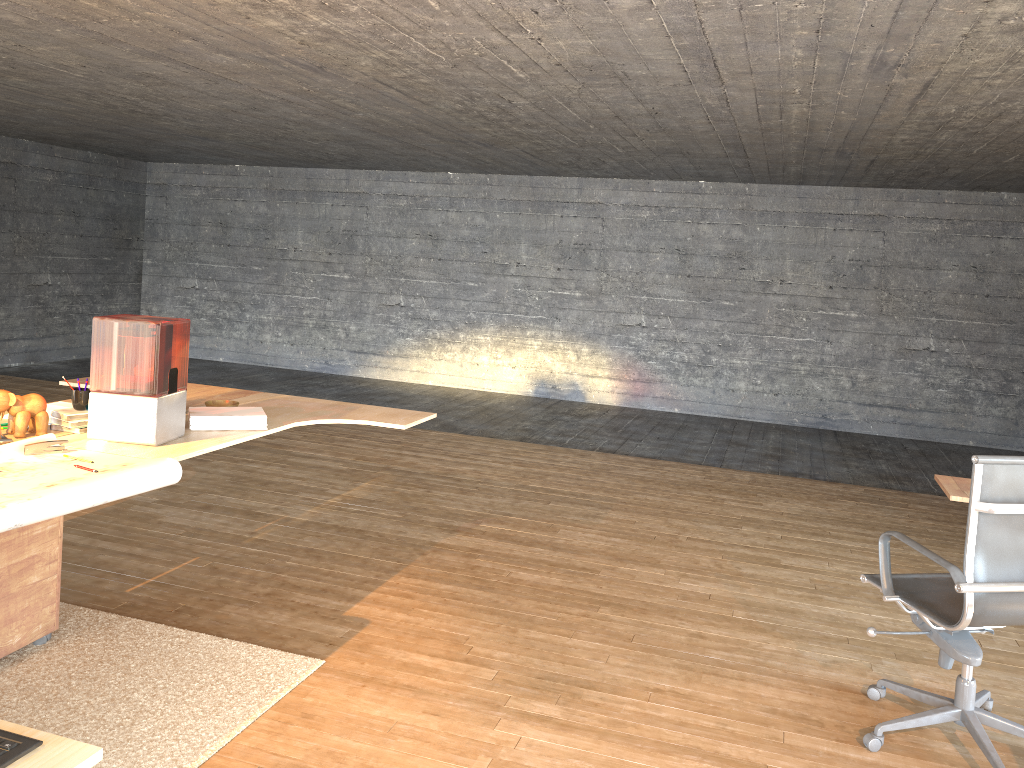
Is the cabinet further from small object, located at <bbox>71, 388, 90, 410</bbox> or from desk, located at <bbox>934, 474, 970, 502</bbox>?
desk, located at <bbox>934, 474, 970, 502</bbox>

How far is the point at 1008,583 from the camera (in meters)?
2.68

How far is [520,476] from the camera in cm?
627

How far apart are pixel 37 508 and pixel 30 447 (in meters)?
0.65

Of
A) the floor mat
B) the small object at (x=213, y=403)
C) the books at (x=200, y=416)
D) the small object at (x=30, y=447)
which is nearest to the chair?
the floor mat

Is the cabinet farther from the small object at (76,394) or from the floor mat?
the small object at (76,394)

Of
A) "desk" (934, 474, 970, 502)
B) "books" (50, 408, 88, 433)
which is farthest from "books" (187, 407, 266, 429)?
"desk" (934, 474, 970, 502)

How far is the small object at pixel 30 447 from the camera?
3.0 meters

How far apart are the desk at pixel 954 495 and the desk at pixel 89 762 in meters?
2.2 m

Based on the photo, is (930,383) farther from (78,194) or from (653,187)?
(78,194)
